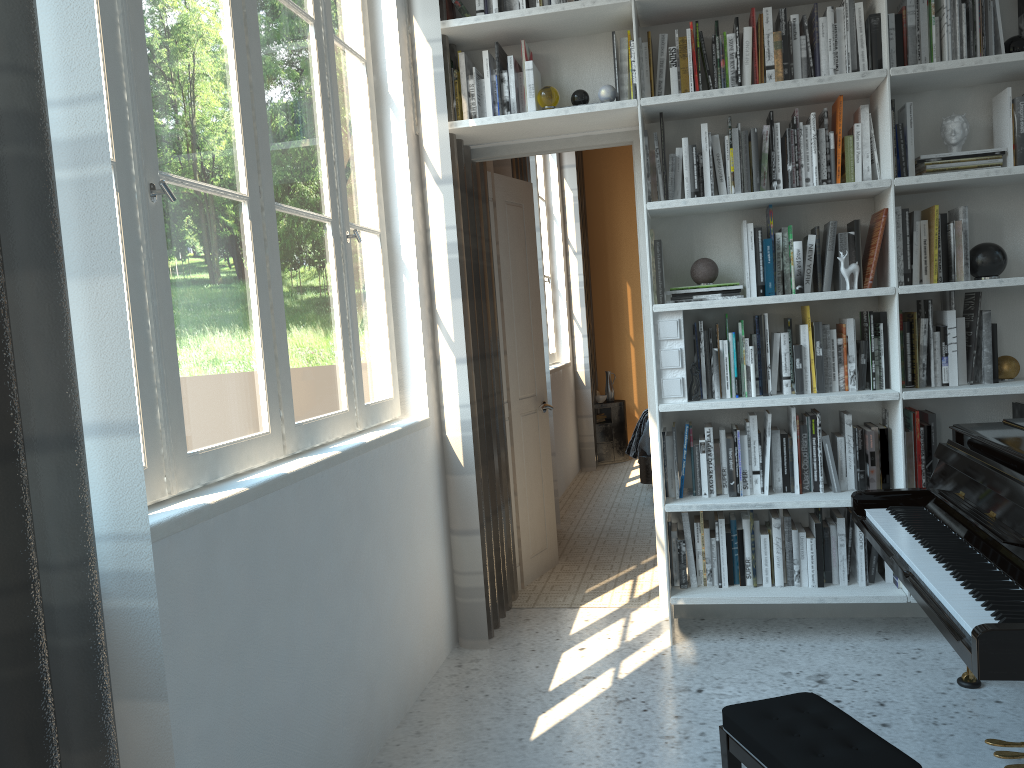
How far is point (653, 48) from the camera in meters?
3.5 m

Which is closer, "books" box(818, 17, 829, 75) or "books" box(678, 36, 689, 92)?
"books" box(818, 17, 829, 75)

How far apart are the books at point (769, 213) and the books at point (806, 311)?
0.3m

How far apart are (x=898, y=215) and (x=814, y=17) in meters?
0.8 m

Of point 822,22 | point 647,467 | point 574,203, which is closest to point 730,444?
point 822,22

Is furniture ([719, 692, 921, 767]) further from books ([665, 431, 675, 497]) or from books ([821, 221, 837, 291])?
books ([821, 221, 837, 291])

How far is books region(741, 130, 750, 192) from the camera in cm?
323

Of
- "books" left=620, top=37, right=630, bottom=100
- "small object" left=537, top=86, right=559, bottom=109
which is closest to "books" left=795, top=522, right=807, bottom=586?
"books" left=620, top=37, right=630, bottom=100

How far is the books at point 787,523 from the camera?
3.31m

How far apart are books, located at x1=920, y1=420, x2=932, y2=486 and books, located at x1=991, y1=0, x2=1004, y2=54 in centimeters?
132cm
